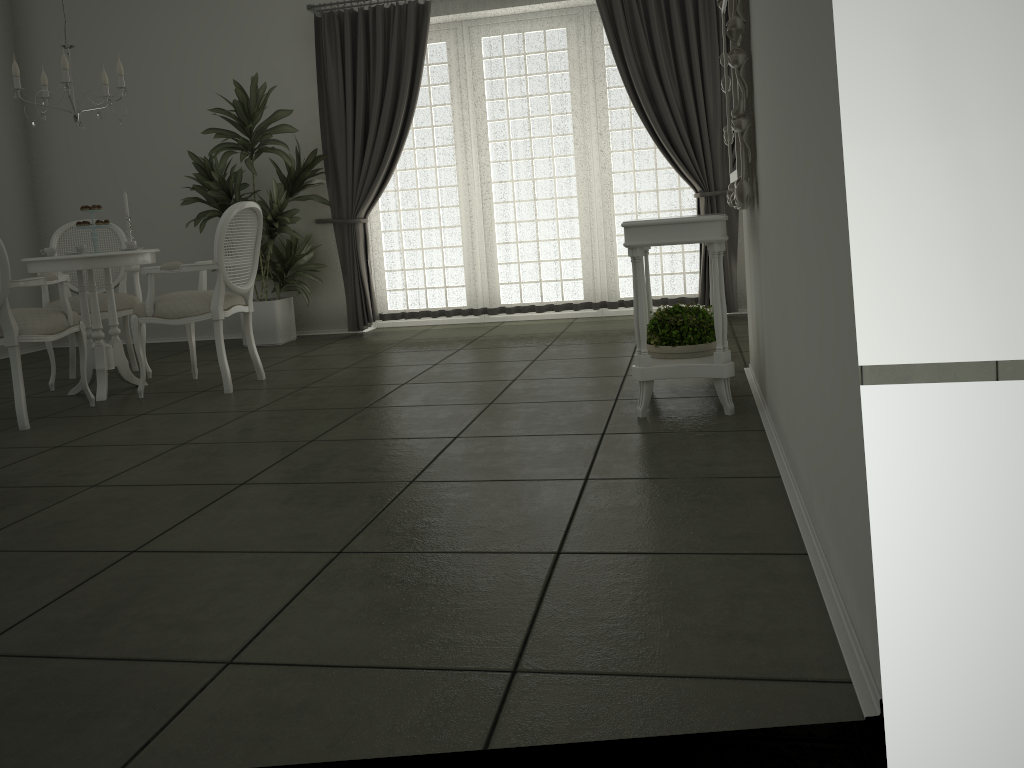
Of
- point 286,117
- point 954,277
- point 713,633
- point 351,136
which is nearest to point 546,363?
point 954,277

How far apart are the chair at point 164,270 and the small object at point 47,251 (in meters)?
0.53

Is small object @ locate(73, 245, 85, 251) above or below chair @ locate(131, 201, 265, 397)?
above

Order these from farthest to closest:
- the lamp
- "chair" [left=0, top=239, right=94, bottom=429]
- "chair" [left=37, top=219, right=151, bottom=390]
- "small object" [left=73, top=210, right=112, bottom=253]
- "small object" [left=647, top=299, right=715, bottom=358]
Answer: "chair" [left=37, top=219, right=151, bottom=390] < "small object" [left=73, top=210, right=112, bottom=253] < the lamp < "chair" [left=0, top=239, right=94, bottom=429] < "small object" [left=647, top=299, right=715, bottom=358]

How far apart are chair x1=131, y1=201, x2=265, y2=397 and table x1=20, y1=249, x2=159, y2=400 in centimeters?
18cm

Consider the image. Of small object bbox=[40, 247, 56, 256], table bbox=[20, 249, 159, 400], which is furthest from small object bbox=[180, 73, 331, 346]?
small object bbox=[40, 247, 56, 256]

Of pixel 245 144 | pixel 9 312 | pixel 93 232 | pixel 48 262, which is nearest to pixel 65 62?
pixel 93 232

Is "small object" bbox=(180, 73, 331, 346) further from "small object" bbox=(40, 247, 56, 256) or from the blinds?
"small object" bbox=(40, 247, 56, 256)

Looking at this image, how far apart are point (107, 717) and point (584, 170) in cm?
577

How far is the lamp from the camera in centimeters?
468cm
